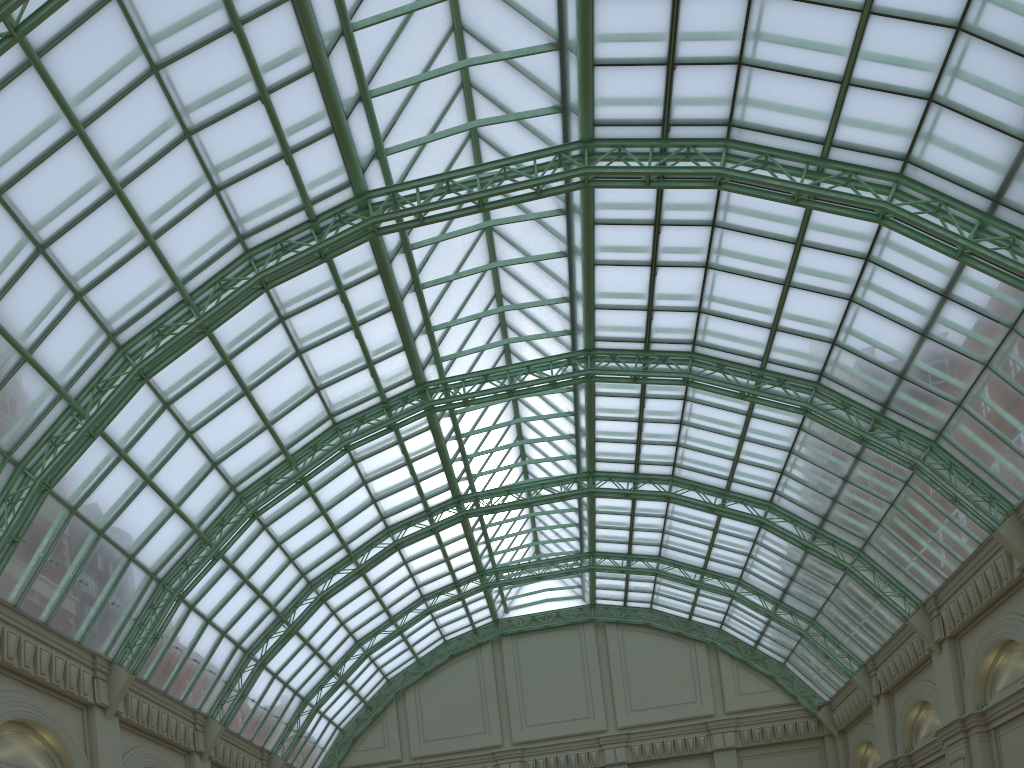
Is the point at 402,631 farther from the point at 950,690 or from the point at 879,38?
the point at 879,38
